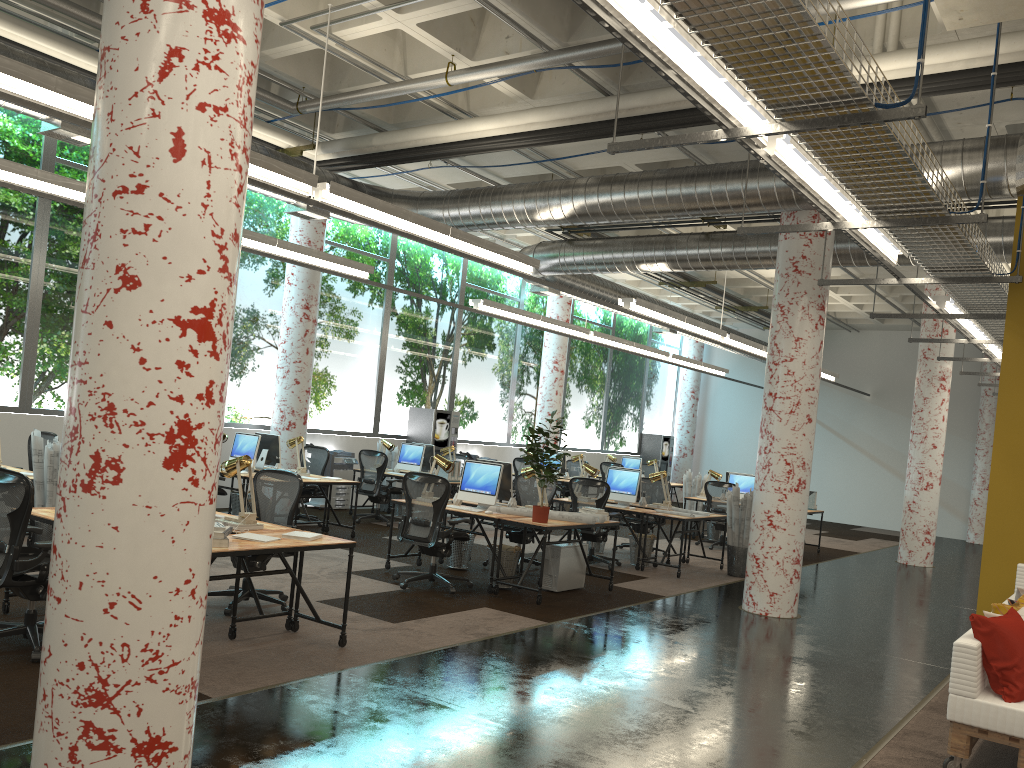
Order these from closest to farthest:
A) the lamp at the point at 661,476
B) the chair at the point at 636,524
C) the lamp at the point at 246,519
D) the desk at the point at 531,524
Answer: the lamp at the point at 246,519 < the desk at the point at 531,524 < the lamp at the point at 661,476 < the chair at the point at 636,524

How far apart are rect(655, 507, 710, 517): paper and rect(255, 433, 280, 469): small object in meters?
5.3 m

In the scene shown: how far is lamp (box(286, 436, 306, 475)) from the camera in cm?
1148

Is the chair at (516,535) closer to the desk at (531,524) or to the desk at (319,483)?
the desk at (531,524)

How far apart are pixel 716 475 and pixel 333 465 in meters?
6.3 m

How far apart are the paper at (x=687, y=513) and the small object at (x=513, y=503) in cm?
266

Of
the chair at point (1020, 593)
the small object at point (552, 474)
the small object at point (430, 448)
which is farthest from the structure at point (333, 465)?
the chair at point (1020, 593)

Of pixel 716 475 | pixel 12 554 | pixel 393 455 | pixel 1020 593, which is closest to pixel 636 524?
pixel 716 475

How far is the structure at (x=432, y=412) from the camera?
15.99m

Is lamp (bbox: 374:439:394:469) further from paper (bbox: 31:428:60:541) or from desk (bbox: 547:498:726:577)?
paper (bbox: 31:428:60:541)
